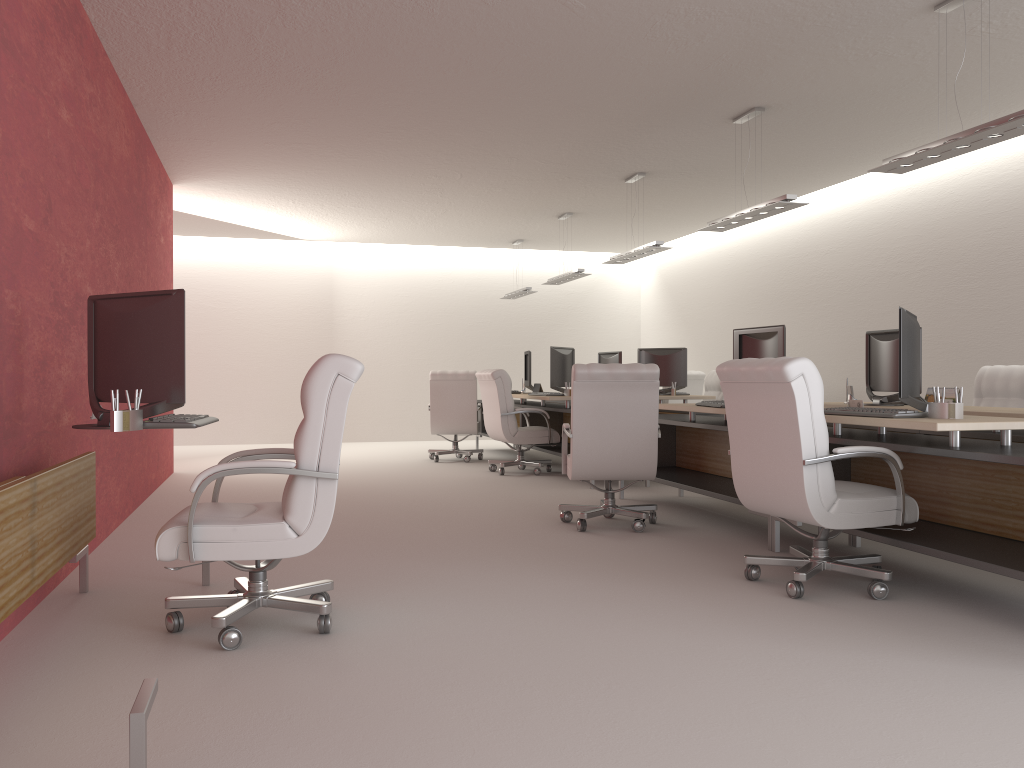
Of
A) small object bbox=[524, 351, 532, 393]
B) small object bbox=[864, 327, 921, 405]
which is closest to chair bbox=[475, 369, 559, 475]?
small object bbox=[524, 351, 532, 393]

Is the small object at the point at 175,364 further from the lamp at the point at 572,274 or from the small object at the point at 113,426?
the lamp at the point at 572,274

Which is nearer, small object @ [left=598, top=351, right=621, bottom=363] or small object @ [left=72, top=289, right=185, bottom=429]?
small object @ [left=72, top=289, right=185, bottom=429]

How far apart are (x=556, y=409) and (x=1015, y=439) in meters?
7.2

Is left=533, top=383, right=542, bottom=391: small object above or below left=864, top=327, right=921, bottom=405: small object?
below

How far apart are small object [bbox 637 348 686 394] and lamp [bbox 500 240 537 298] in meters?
4.8 m

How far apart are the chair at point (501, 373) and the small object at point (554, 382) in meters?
0.5 m

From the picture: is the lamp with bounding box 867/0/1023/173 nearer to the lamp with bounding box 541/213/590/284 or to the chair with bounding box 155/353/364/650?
the chair with bounding box 155/353/364/650

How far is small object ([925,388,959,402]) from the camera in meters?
8.3

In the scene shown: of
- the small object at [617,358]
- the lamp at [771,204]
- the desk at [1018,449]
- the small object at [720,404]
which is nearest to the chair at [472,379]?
the small object at [617,358]
